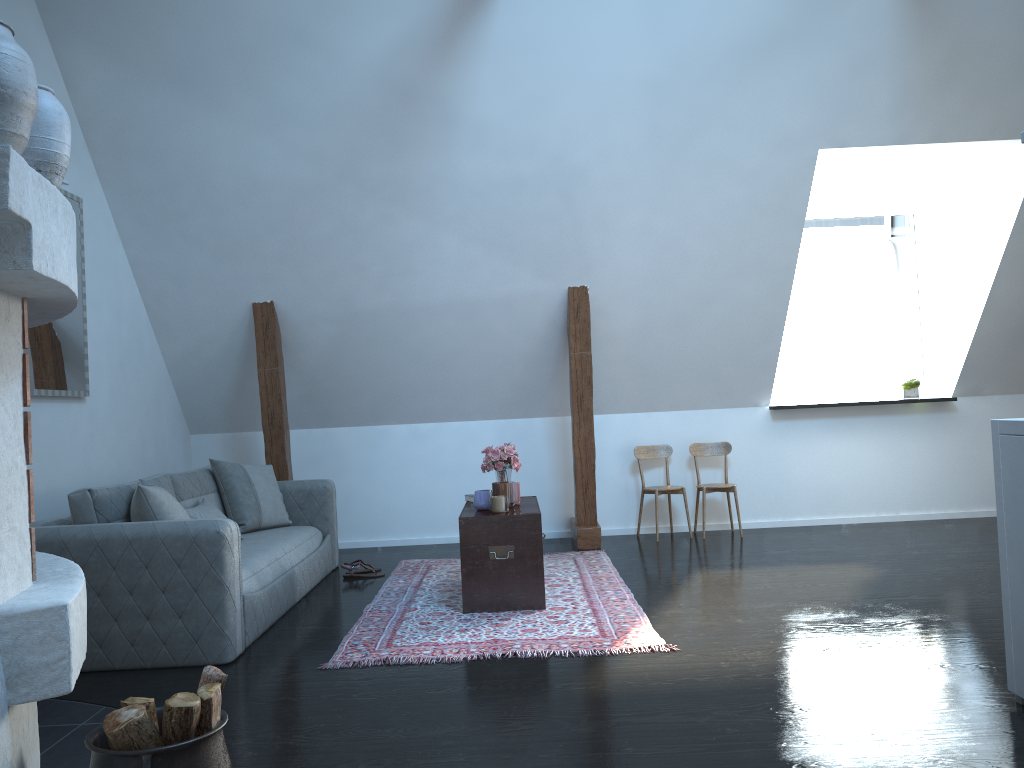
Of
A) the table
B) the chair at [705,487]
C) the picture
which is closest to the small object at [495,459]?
the table

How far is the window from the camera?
7.2 meters

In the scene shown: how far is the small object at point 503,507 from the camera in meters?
4.7

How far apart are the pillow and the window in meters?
3.9 m

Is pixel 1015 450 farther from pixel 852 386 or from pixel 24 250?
pixel 852 386

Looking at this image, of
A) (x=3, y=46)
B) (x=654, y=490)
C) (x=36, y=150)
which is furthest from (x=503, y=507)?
(x=3, y=46)

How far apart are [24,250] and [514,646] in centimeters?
265cm

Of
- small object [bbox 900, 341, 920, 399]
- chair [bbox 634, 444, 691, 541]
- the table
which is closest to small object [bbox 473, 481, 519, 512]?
the table

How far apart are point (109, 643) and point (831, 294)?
21.7m

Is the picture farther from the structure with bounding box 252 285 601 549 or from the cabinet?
the cabinet
